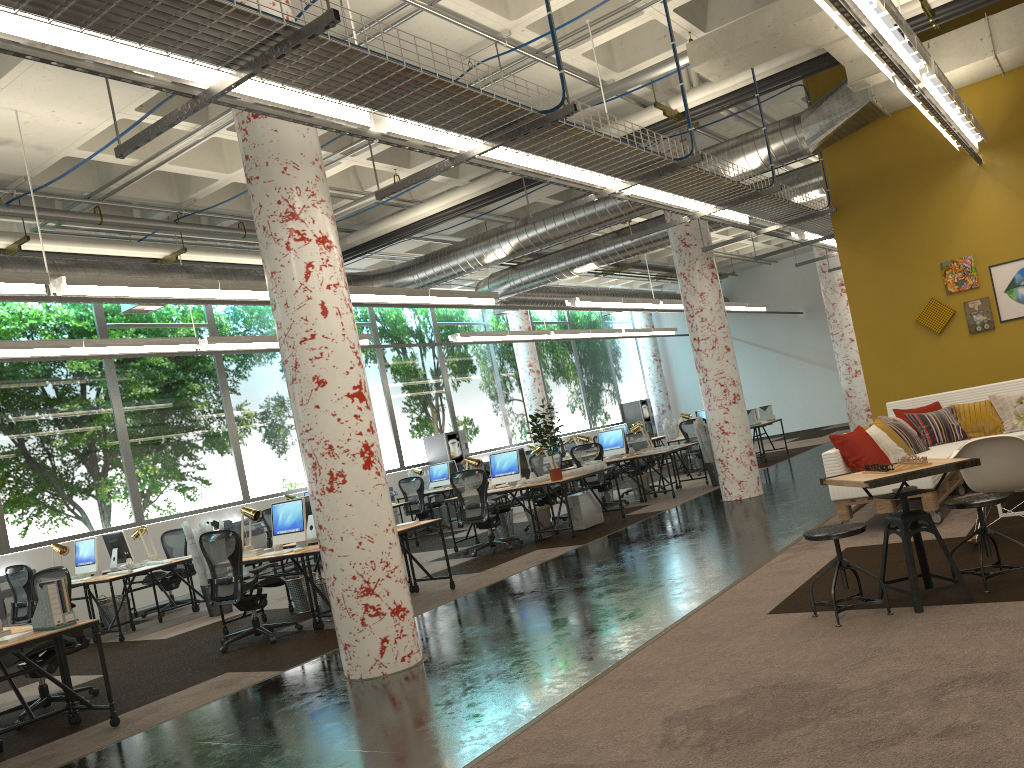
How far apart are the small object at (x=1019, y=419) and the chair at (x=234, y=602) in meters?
6.5 m

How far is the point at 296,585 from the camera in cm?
923

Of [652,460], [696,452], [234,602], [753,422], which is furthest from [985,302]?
[234,602]

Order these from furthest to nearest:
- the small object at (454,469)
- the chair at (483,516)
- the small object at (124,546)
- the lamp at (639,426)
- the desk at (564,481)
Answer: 1. the small object at (454,469)
2. the lamp at (639,426)
3. the small object at (124,546)
4. the chair at (483,516)
5. the desk at (564,481)

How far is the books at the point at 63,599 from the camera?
5.8 meters

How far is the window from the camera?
12.5 meters

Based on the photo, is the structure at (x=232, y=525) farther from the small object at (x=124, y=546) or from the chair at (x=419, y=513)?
the small object at (x=124, y=546)

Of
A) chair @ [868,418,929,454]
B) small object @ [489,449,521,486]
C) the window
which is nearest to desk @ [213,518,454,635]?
small object @ [489,449,521,486]

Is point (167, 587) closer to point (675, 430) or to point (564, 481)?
point (564, 481)

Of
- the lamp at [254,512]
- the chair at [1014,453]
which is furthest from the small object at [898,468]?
the lamp at [254,512]
